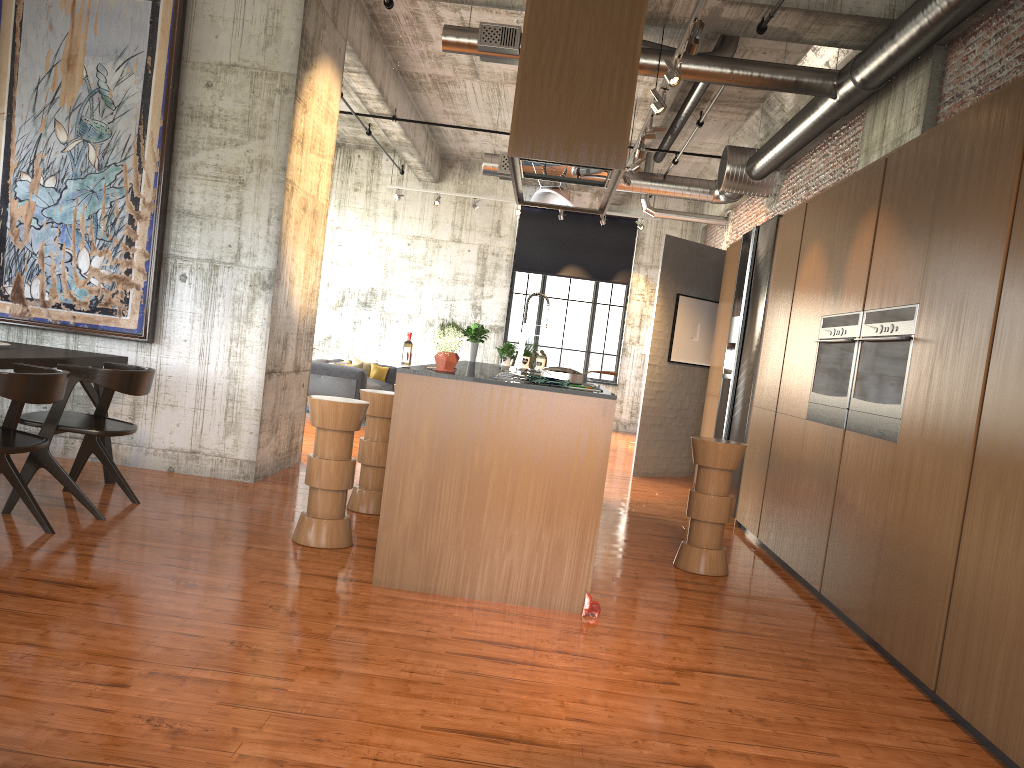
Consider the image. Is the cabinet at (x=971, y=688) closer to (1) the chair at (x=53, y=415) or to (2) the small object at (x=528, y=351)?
(2) the small object at (x=528, y=351)

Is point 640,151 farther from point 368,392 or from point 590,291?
point 590,291

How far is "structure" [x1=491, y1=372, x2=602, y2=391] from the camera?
5.5 meters

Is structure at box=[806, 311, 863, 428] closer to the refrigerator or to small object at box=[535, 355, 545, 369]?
the refrigerator

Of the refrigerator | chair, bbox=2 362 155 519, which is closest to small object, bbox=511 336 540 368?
the refrigerator

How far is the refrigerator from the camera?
8.7 meters

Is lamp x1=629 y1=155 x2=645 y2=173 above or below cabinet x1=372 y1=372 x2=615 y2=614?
above

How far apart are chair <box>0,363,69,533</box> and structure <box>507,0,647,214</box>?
2.8m

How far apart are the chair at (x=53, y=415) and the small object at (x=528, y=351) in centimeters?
397cm

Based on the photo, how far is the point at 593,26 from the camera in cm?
494
